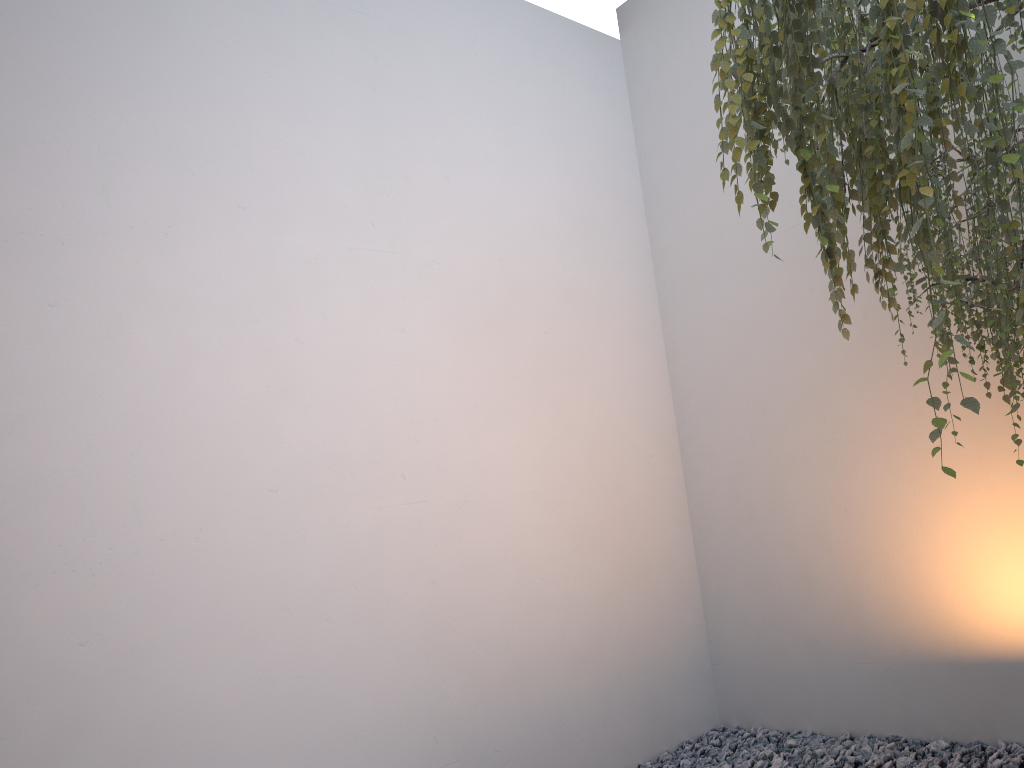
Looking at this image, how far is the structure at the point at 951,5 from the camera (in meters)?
1.26

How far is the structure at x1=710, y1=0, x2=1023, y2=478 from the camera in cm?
126

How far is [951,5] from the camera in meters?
1.3
